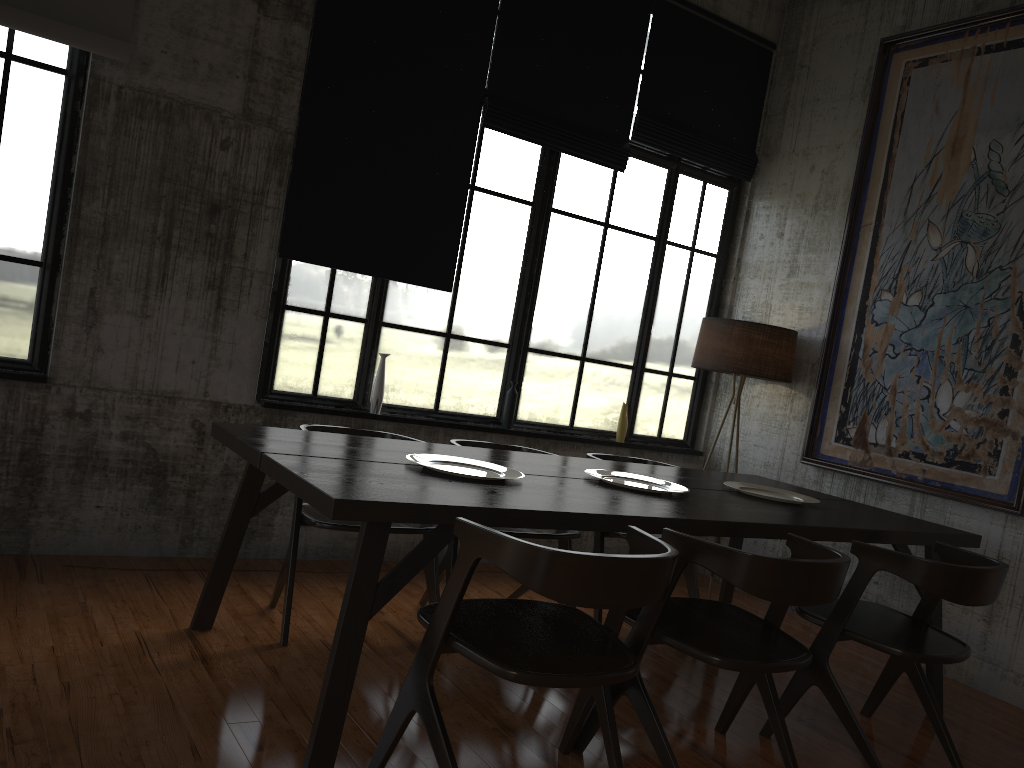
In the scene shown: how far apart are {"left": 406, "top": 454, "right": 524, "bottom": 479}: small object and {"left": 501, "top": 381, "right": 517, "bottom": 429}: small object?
2.31m

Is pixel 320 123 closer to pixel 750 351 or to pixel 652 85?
pixel 652 85

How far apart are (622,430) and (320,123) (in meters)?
3.22

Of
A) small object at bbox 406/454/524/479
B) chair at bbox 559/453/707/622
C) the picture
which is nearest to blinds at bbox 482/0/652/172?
the picture

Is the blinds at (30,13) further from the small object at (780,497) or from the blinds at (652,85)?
the small object at (780,497)

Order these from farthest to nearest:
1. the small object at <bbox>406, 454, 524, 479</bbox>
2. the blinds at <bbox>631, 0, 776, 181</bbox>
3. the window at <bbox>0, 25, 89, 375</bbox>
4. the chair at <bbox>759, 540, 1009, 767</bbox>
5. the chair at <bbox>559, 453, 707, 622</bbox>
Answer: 1. the blinds at <bbox>631, 0, 776, 181</bbox>
2. the chair at <bbox>559, 453, 707, 622</bbox>
3. the window at <bbox>0, 25, 89, 375</bbox>
4. the small object at <bbox>406, 454, 524, 479</bbox>
5. the chair at <bbox>759, 540, 1009, 767</bbox>

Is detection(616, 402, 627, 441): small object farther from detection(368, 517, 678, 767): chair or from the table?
detection(368, 517, 678, 767): chair

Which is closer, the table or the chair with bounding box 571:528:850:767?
the table

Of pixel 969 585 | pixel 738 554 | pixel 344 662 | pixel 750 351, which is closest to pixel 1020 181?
pixel 750 351

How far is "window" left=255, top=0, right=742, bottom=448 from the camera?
5.8m
